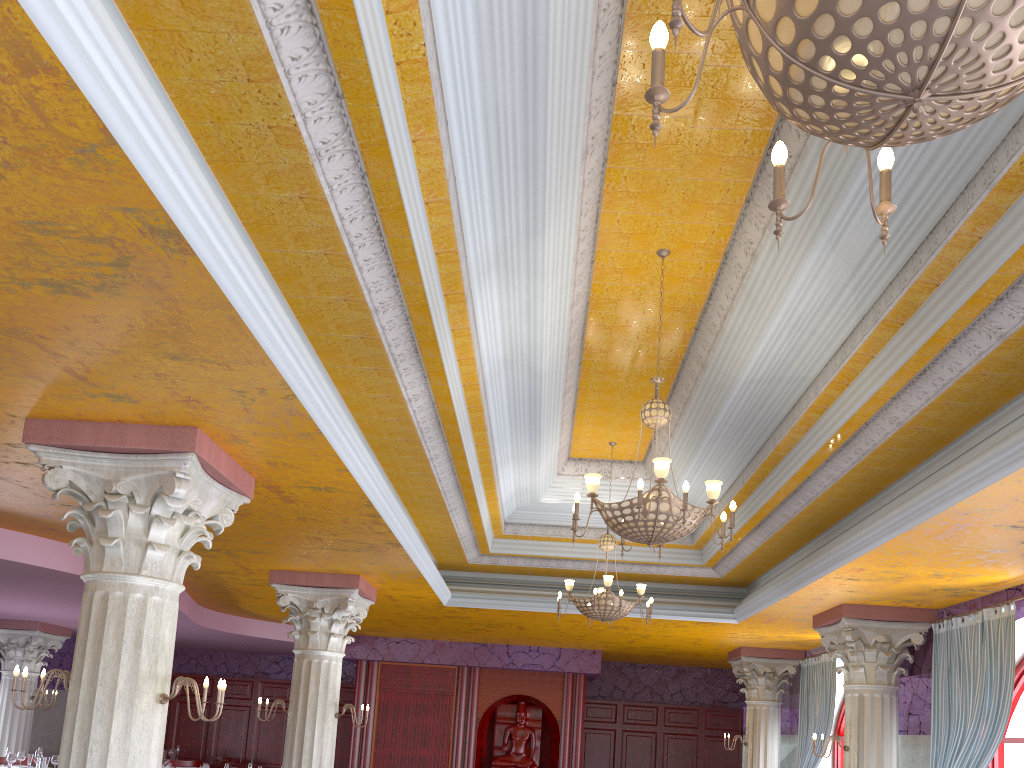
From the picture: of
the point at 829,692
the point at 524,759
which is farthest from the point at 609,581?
the point at 524,759

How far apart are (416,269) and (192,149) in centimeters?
136cm

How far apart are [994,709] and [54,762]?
11.5m

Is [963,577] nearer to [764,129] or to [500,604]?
[764,129]

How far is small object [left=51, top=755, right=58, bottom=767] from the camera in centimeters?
1165cm

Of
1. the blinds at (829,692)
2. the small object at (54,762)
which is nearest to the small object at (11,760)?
the small object at (54,762)

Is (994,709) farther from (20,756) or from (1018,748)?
(20,756)

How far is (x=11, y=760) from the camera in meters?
11.5

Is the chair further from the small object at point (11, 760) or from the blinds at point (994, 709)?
the blinds at point (994, 709)

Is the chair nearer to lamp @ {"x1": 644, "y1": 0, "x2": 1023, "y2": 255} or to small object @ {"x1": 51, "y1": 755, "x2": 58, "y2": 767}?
small object @ {"x1": 51, "y1": 755, "x2": 58, "y2": 767}
